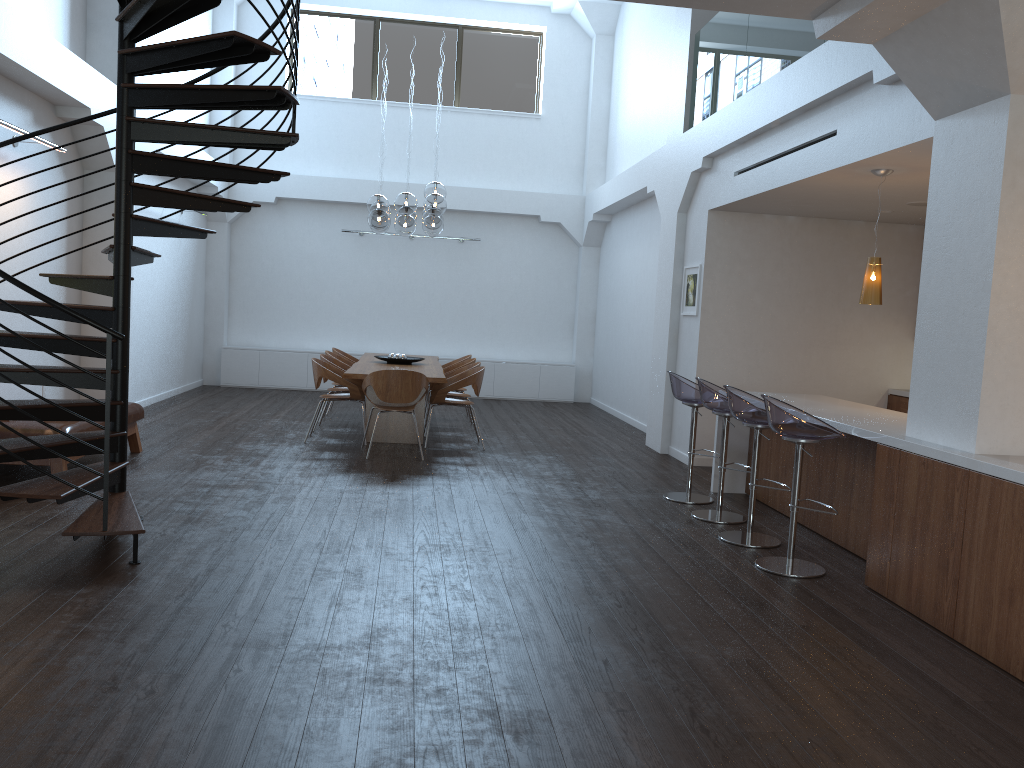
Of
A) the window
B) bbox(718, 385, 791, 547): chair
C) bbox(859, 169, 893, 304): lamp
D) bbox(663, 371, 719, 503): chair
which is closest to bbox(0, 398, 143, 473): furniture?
bbox(663, 371, 719, 503): chair

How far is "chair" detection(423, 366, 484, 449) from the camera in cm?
886

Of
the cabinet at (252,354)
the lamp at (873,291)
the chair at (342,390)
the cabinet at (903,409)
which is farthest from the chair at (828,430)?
the cabinet at (252,354)

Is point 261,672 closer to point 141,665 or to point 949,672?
point 141,665

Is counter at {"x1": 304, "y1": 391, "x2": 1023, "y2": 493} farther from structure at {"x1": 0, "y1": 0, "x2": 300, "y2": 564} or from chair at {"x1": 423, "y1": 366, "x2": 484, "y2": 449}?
structure at {"x1": 0, "y1": 0, "x2": 300, "y2": 564}

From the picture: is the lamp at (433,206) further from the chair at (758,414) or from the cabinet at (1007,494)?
the chair at (758,414)

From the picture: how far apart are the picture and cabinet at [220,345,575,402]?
5.32m

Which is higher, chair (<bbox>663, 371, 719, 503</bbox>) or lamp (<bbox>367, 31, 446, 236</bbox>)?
lamp (<bbox>367, 31, 446, 236</bbox>)

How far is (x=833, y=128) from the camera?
6.1m

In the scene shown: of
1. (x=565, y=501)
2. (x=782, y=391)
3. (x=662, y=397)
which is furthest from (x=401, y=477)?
(x=782, y=391)
